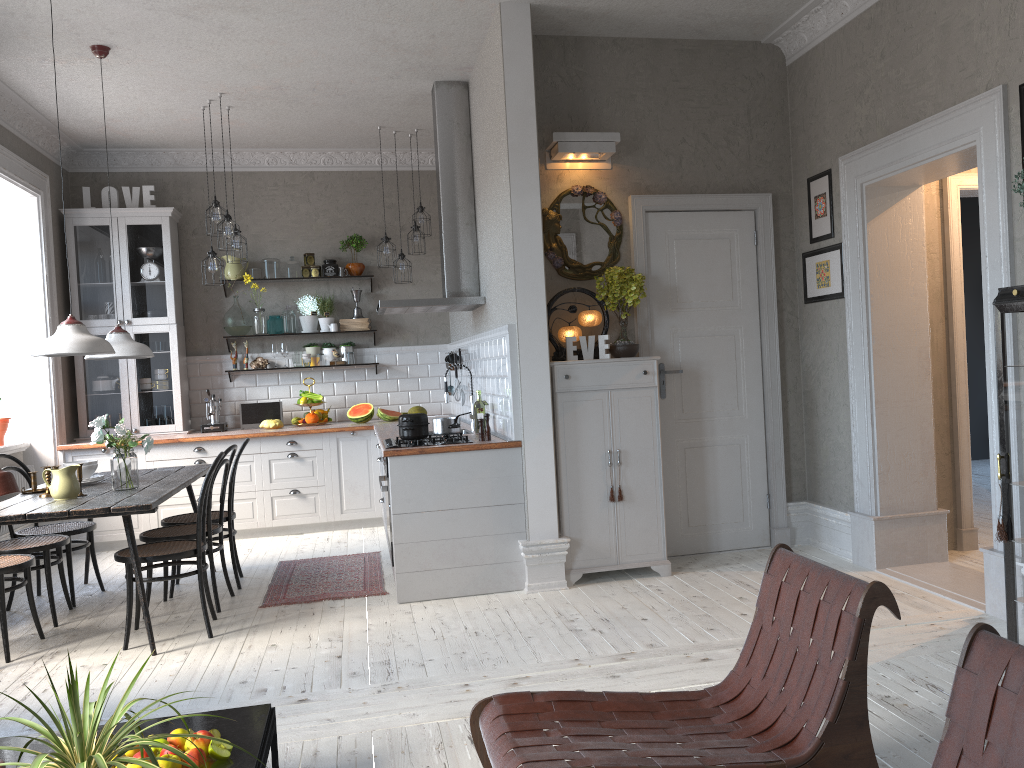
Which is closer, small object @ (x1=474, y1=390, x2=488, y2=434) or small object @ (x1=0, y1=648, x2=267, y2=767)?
small object @ (x1=0, y1=648, x2=267, y2=767)

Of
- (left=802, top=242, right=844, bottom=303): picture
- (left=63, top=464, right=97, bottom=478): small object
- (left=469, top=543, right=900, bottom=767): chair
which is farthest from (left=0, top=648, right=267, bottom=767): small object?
(left=802, top=242, right=844, bottom=303): picture

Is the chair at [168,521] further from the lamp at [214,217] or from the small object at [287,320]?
the small object at [287,320]

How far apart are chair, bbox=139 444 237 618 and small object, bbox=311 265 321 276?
3.08m

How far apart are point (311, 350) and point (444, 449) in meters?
3.4 m

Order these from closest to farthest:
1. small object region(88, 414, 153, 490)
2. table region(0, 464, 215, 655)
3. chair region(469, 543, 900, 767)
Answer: chair region(469, 543, 900, 767) < table region(0, 464, 215, 655) < small object region(88, 414, 153, 490)

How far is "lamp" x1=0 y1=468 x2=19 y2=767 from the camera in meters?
2.3

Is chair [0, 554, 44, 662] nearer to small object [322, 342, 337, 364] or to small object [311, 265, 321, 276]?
small object [322, 342, 337, 364]

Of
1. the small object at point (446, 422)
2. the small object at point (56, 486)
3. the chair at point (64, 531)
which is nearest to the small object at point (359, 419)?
the small object at point (446, 422)

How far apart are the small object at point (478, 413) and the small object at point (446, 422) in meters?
0.3 m
